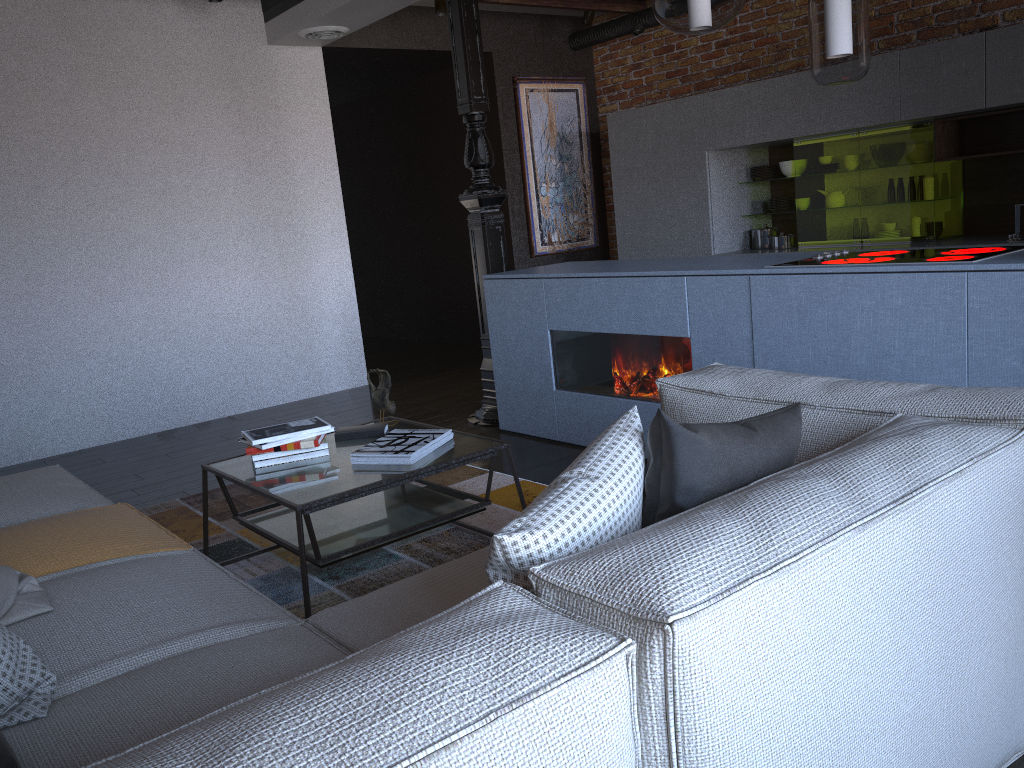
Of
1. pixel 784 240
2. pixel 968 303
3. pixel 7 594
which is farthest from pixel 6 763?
pixel 784 240

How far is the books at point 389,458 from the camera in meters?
2.8 m

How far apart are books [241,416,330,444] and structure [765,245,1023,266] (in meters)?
1.81

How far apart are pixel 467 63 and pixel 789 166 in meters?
2.6 m

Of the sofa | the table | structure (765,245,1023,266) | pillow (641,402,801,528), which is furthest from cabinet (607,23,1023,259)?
pillow (641,402,801,528)

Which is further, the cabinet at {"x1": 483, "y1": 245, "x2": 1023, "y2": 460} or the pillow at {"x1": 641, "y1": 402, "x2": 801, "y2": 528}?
the cabinet at {"x1": 483, "y1": 245, "x2": 1023, "y2": 460}

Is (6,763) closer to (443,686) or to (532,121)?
(443,686)

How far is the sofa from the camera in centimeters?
93cm

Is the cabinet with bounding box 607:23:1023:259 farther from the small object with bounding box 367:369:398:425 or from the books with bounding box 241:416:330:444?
the books with bounding box 241:416:330:444

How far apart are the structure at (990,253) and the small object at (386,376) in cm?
158
